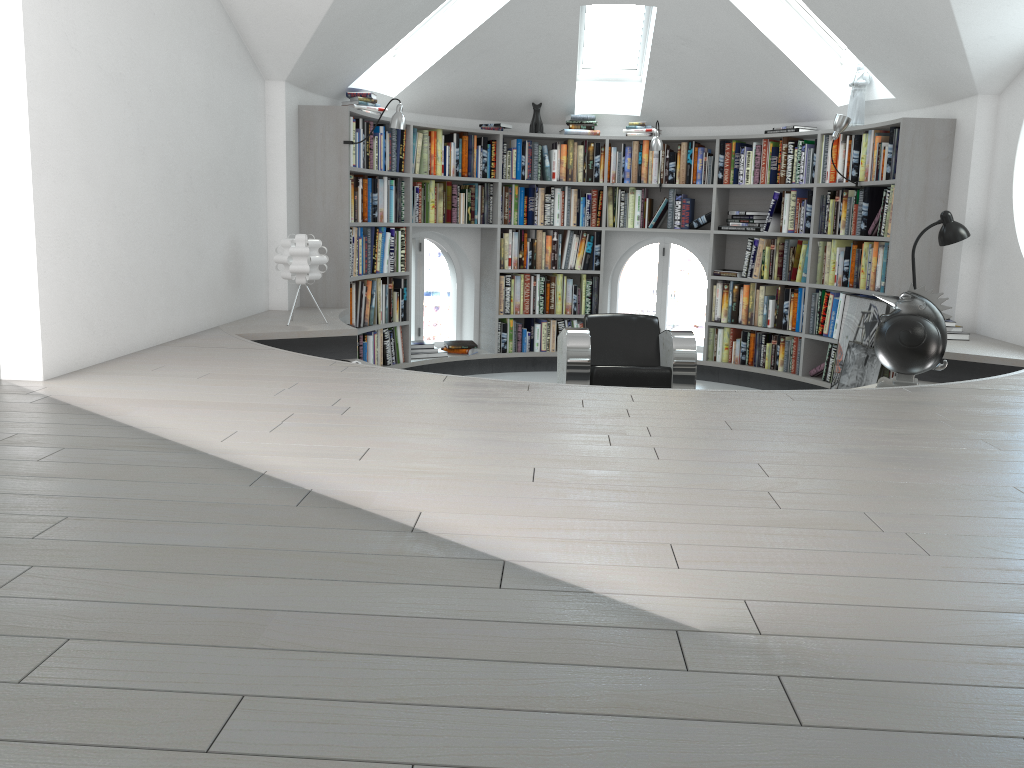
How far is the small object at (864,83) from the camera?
6.34m

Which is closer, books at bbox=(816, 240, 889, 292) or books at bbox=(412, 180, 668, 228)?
books at bbox=(816, 240, 889, 292)

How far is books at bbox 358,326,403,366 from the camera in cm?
664

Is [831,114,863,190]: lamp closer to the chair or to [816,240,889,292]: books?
[816,240,889,292]: books

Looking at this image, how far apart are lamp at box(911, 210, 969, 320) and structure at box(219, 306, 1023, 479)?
0.6 meters

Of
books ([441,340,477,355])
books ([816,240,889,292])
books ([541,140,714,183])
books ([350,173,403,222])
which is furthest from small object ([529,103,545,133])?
books ([816,240,889,292])

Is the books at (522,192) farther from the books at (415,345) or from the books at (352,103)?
the books at (415,345)

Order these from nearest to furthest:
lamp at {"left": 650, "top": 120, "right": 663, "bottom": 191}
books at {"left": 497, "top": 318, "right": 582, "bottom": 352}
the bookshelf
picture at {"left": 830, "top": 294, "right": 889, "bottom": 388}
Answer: the bookshelf < picture at {"left": 830, "top": 294, "right": 889, "bottom": 388} < lamp at {"left": 650, "top": 120, "right": 663, "bottom": 191} < books at {"left": 497, "top": 318, "right": 582, "bottom": 352}

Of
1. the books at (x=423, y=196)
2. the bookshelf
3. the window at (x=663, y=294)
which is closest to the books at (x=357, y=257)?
the bookshelf

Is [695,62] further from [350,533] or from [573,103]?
[350,533]
